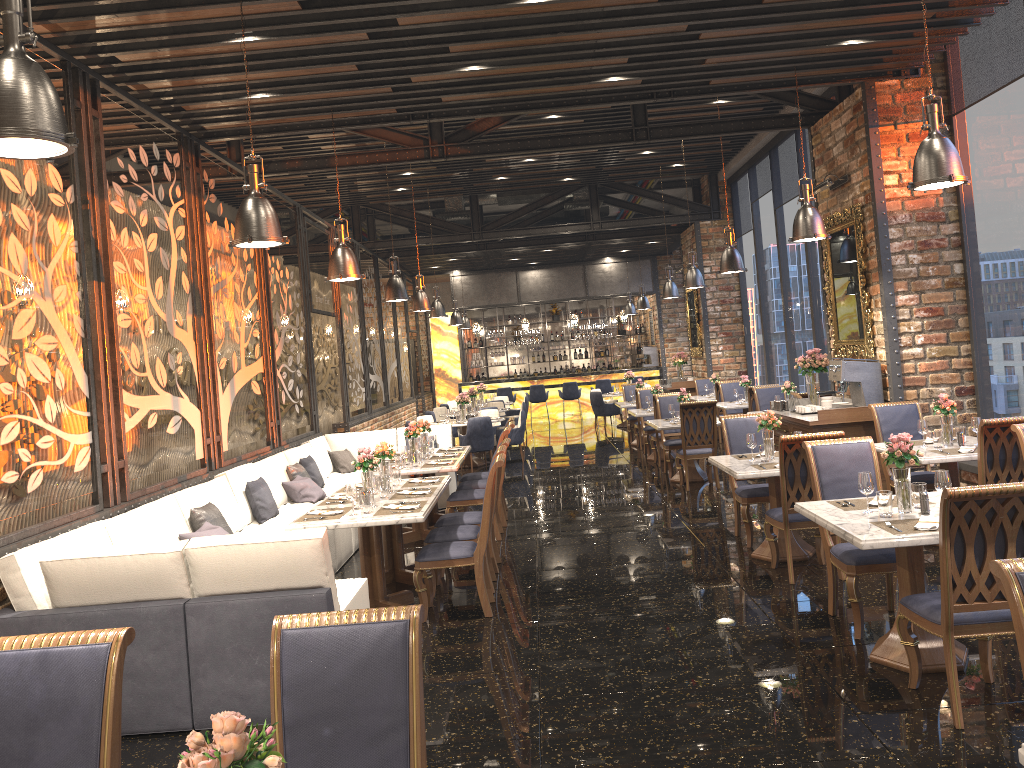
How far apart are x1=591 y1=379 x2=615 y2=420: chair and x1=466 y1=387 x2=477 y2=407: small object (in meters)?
5.42

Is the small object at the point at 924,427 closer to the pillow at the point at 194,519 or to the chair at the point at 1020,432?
the chair at the point at 1020,432

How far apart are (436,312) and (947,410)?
10.0 meters

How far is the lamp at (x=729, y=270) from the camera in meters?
10.7 m

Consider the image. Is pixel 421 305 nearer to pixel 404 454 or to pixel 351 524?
pixel 404 454

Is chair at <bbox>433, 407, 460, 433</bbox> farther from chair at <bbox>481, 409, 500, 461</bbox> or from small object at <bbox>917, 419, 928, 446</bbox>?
small object at <bbox>917, 419, 928, 446</bbox>

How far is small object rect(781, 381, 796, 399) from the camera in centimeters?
1119cm

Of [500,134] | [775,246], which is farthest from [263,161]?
[775,246]

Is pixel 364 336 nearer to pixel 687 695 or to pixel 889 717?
pixel 687 695

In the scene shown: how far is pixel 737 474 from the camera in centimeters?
655cm
